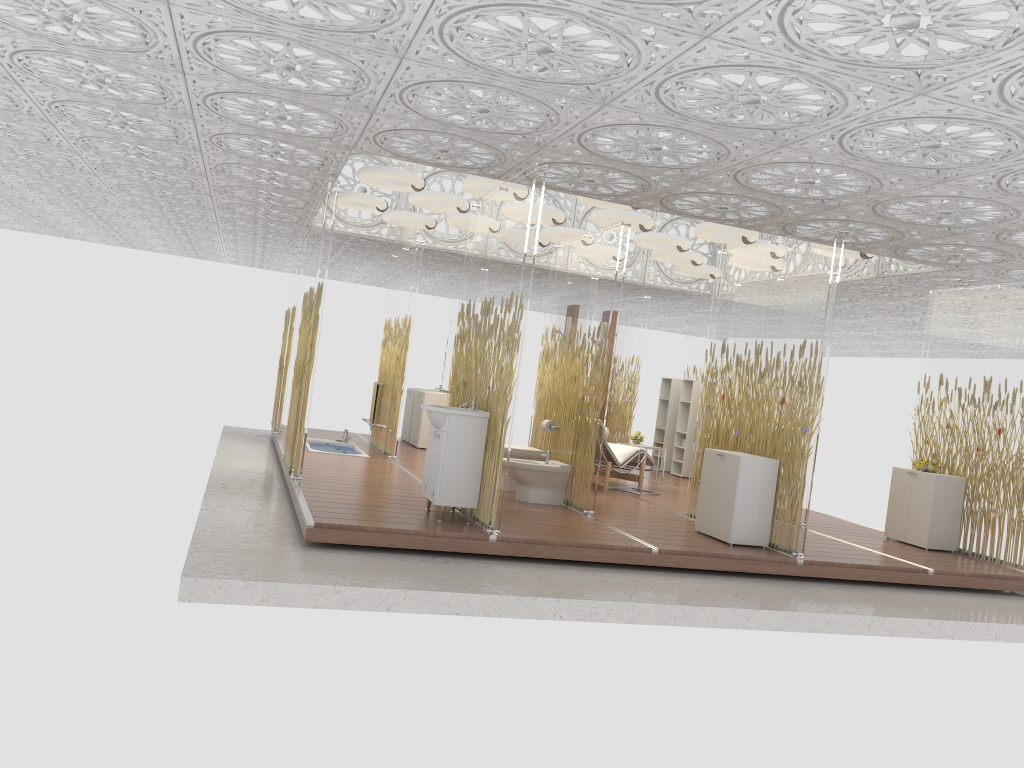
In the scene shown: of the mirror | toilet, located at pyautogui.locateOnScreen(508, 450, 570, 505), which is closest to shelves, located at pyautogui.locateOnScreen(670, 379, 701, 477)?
the mirror

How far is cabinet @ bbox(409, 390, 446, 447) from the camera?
12.4m

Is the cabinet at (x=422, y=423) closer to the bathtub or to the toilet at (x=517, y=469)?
the bathtub

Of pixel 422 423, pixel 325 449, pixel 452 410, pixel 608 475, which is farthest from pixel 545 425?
pixel 422 423

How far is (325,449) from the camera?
11.0 meters

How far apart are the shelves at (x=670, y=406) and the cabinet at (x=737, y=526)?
6.3m

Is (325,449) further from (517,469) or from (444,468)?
(444,468)

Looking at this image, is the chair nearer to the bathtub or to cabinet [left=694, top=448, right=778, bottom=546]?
cabinet [left=694, top=448, right=778, bottom=546]

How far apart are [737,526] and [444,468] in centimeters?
247cm

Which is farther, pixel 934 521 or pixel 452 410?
pixel 934 521
